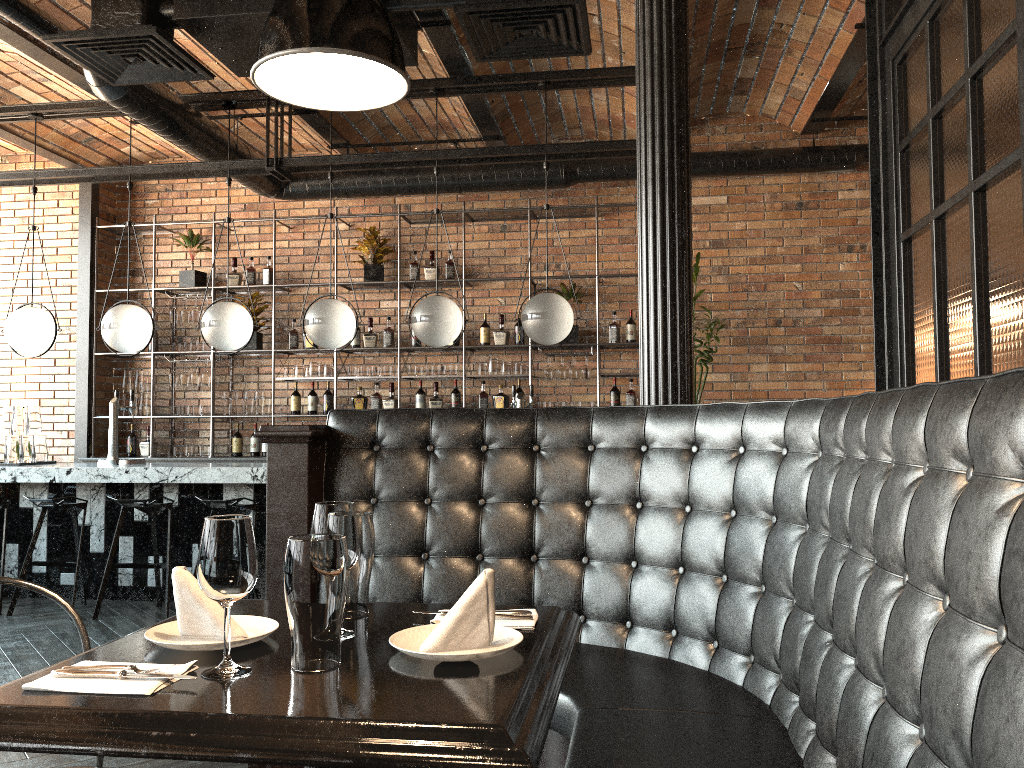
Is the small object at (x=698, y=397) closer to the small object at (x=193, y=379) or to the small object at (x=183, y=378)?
the small object at (x=193, y=379)

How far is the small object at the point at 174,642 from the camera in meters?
1.6

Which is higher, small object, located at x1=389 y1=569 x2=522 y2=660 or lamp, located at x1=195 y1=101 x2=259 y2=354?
lamp, located at x1=195 y1=101 x2=259 y2=354

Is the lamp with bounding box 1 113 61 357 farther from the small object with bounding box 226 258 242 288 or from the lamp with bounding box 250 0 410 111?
the lamp with bounding box 250 0 410 111

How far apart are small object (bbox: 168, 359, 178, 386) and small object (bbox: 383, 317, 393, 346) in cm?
193

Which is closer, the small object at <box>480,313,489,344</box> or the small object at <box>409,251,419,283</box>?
the small object at <box>480,313,489,344</box>

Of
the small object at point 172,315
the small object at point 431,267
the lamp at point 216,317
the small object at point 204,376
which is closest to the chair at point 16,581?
the lamp at point 216,317

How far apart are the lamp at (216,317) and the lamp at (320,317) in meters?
0.4

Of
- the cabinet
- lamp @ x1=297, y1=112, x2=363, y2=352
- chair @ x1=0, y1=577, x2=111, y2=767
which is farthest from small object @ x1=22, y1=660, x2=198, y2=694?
the cabinet

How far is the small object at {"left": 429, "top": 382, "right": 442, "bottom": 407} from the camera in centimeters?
759cm
